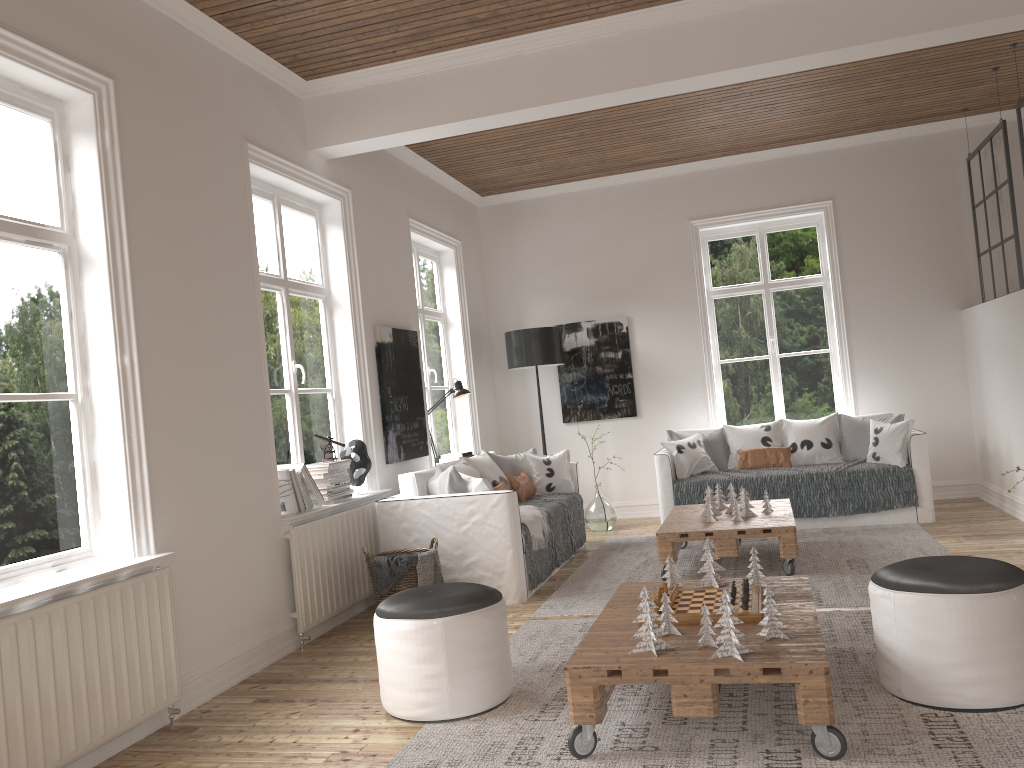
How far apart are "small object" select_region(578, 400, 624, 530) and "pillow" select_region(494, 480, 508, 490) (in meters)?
1.57

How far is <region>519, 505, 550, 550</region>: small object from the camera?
5.3 meters

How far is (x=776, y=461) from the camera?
6.8m

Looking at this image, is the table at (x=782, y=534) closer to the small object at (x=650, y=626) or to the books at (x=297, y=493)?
the books at (x=297, y=493)

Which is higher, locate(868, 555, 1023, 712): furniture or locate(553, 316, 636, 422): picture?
locate(553, 316, 636, 422): picture

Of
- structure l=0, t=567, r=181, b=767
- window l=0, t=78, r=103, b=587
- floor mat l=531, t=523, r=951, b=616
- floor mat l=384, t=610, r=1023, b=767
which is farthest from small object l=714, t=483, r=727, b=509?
window l=0, t=78, r=103, b=587

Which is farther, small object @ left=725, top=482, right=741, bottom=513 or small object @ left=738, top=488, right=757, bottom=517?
small object @ left=725, top=482, right=741, bottom=513

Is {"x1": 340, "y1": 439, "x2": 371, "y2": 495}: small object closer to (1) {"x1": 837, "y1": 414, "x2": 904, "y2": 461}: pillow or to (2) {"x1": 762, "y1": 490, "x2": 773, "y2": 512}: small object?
(2) {"x1": 762, "y1": 490, "x2": 773, "y2": 512}: small object

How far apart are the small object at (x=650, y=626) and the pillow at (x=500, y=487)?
3.14m

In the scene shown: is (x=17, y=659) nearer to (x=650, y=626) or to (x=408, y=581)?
(x=650, y=626)
